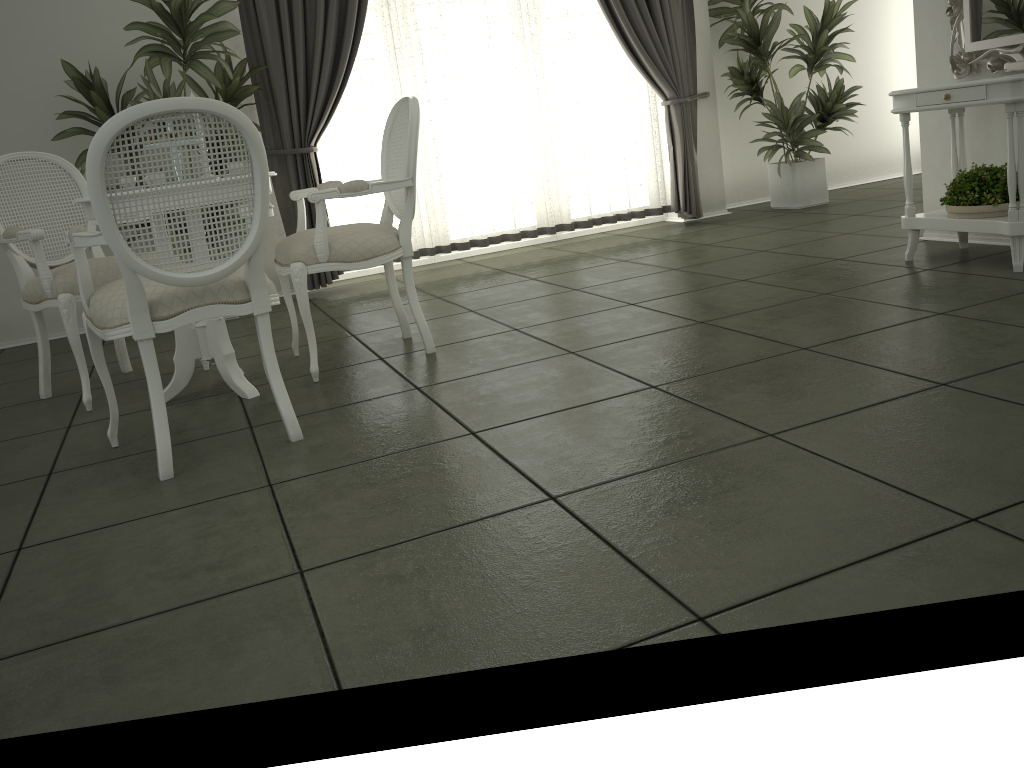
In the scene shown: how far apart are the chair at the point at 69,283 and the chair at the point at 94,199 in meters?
0.6

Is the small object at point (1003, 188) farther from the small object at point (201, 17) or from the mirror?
the small object at point (201, 17)

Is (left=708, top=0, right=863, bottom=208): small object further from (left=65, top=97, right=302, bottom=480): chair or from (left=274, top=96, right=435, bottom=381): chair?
(left=65, top=97, right=302, bottom=480): chair

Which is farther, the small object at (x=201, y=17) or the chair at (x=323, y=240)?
the small object at (x=201, y=17)

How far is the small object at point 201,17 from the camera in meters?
4.6

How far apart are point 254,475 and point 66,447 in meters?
1.0

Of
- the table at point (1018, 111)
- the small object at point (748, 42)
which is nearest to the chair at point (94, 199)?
the table at point (1018, 111)

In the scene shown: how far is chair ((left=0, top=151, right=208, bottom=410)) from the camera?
3.4 meters

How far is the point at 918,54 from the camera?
4.5 meters

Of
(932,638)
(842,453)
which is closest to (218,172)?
(842,453)
